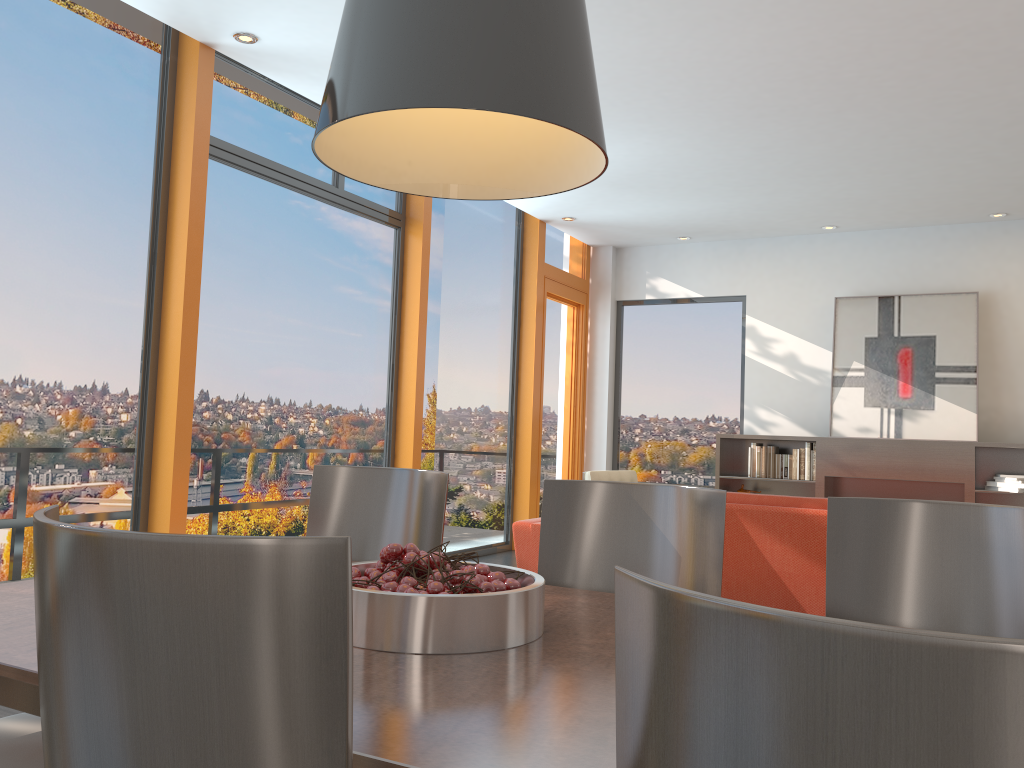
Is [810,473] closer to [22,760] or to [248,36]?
[248,36]

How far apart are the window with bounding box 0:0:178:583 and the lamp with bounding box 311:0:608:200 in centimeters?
295cm

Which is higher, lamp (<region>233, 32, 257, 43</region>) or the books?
lamp (<region>233, 32, 257, 43</region>)

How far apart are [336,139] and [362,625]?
0.95m

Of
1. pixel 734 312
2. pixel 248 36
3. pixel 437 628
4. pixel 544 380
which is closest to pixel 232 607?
pixel 437 628

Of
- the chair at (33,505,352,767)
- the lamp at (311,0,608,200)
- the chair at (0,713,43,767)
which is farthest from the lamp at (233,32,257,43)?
the chair at (33,505,352,767)

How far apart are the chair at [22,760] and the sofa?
2.94m

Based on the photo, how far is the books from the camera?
8.0 meters

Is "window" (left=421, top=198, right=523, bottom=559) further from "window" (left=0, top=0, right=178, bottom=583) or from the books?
"window" (left=0, top=0, right=178, bottom=583)

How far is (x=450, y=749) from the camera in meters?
1.0
